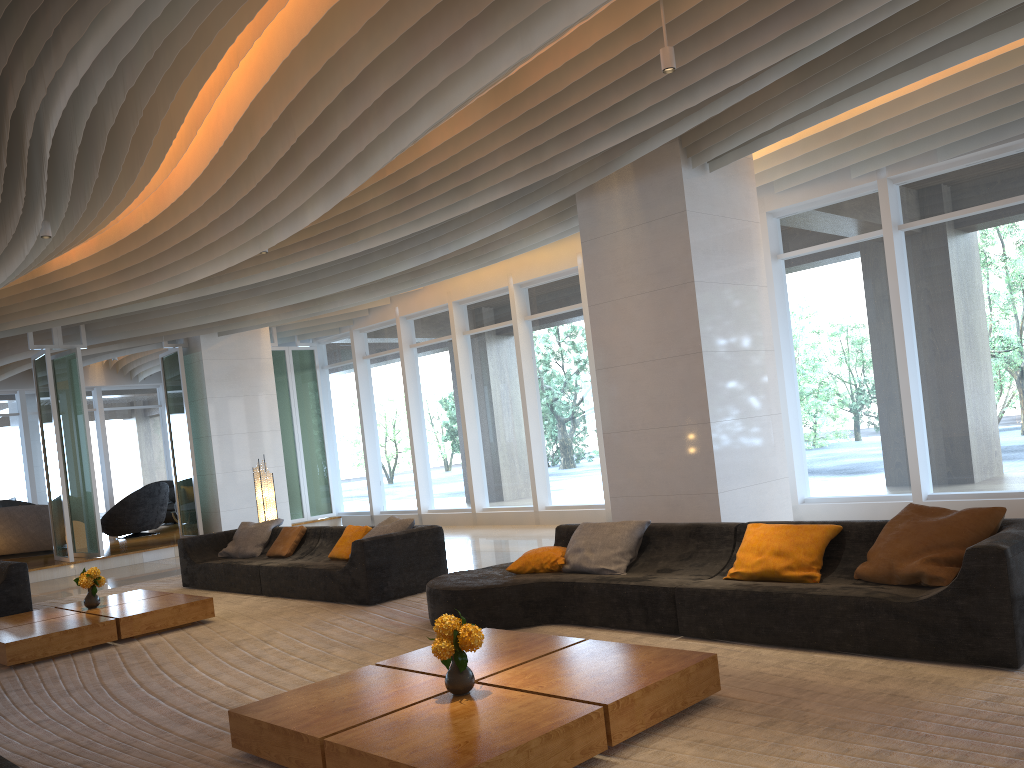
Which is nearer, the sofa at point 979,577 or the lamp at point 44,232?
the sofa at point 979,577

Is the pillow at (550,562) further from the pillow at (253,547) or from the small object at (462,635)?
the pillow at (253,547)

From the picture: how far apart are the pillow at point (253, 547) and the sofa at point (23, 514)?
6.7 meters

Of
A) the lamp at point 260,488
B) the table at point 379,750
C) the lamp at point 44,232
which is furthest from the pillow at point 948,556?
the lamp at point 260,488

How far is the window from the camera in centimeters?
862cm

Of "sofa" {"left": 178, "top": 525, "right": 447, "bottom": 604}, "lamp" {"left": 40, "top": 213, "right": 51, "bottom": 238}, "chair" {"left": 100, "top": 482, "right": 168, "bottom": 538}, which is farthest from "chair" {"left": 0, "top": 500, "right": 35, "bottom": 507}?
"lamp" {"left": 40, "top": 213, "right": 51, "bottom": 238}

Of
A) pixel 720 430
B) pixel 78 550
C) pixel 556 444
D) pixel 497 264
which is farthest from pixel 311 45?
pixel 78 550

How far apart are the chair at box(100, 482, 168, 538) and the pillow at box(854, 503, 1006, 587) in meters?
15.1 m

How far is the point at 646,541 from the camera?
6.32m

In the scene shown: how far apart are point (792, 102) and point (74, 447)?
11.86m
